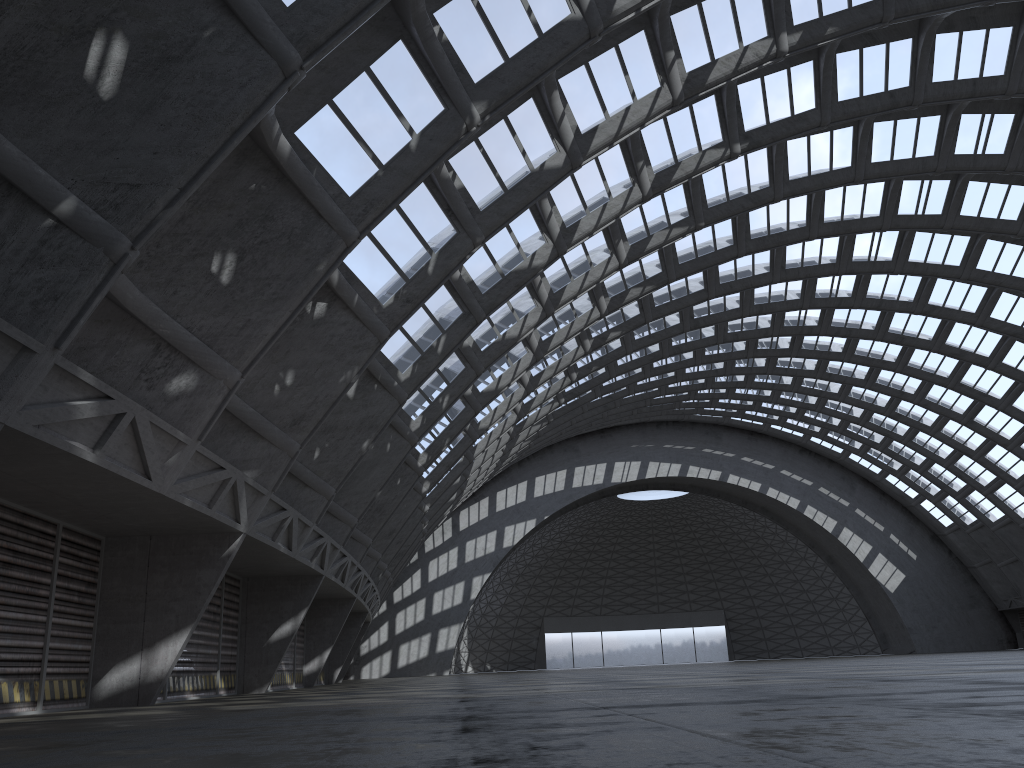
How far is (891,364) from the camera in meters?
48.7 m

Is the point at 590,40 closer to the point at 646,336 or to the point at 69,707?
the point at 69,707

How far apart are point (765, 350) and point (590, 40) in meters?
35.3 m
